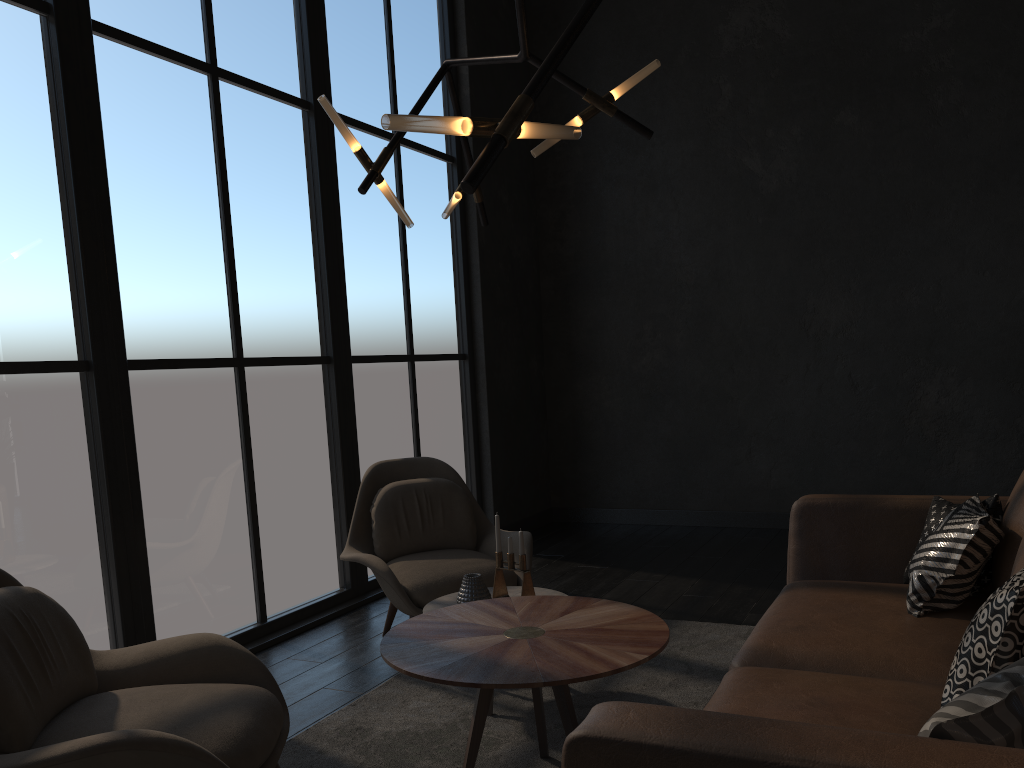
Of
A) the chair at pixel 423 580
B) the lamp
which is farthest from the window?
the lamp

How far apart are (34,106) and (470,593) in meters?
2.4 m

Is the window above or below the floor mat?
above

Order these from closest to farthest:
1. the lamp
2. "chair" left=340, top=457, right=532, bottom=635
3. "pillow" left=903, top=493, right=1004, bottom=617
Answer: the lamp < "pillow" left=903, top=493, right=1004, bottom=617 < "chair" left=340, top=457, right=532, bottom=635

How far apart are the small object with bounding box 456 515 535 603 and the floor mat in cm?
36

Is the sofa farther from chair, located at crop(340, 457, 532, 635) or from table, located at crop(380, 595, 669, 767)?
chair, located at crop(340, 457, 532, 635)

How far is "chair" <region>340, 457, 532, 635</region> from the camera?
3.66m

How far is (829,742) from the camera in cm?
121

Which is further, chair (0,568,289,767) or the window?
the window

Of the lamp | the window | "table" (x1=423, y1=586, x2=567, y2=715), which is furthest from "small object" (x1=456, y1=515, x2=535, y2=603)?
the window
